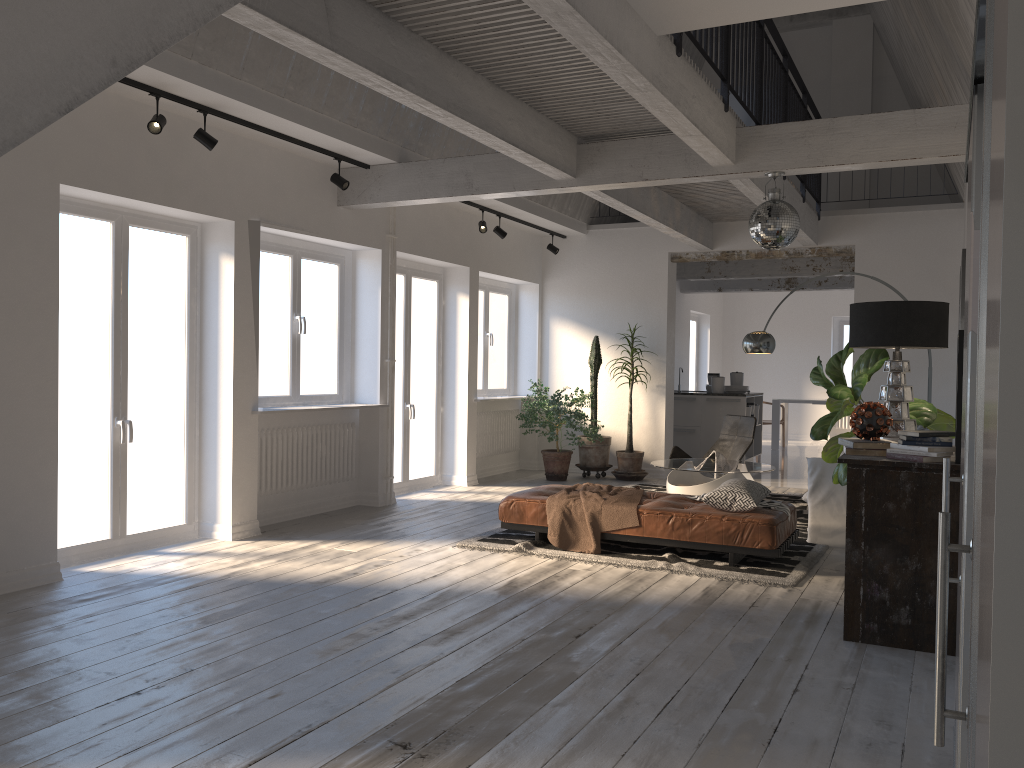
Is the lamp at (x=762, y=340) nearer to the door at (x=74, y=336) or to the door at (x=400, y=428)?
the door at (x=400, y=428)

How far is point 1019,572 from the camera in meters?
0.7

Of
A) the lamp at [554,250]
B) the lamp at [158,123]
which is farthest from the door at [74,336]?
the lamp at [554,250]

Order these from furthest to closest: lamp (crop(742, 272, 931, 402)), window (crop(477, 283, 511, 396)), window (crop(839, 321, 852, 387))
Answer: window (crop(839, 321, 852, 387)) < window (crop(477, 283, 511, 396)) < lamp (crop(742, 272, 931, 402))

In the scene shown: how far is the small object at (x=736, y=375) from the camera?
12.2 meters

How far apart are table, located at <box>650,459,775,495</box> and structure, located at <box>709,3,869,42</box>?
6.5m

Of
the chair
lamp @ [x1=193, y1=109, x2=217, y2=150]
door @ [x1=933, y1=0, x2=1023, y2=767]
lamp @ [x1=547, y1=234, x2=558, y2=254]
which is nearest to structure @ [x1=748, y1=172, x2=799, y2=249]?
door @ [x1=933, y1=0, x2=1023, y2=767]

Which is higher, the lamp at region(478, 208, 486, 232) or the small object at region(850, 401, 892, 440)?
the lamp at region(478, 208, 486, 232)

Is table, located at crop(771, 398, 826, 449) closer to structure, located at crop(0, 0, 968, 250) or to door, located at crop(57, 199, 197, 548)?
structure, located at crop(0, 0, 968, 250)

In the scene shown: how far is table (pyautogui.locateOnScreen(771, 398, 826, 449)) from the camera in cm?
1485
